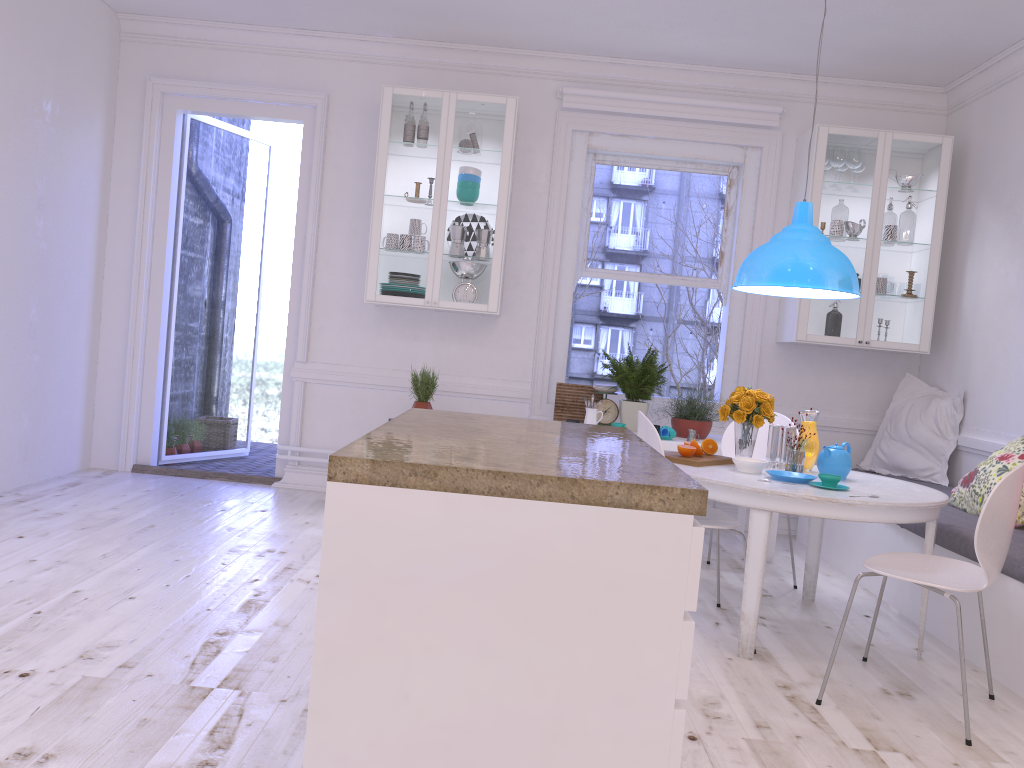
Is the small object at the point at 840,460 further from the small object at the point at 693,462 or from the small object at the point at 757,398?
the small object at the point at 693,462

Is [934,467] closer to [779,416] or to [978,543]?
[779,416]

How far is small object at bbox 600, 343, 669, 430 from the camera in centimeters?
514cm

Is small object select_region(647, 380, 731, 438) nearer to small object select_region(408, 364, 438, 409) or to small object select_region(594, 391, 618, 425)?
small object select_region(594, 391, 618, 425)

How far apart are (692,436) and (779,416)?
0.55m

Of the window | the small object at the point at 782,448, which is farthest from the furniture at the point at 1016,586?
the window

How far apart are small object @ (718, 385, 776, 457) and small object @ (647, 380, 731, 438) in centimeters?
93cm

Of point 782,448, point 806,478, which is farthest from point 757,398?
point 806,478

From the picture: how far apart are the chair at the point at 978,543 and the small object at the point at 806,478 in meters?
0.4

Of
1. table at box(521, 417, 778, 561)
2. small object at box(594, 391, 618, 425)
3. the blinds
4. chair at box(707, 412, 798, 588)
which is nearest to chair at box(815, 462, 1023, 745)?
chair at box(707, 412, 798, 588)
